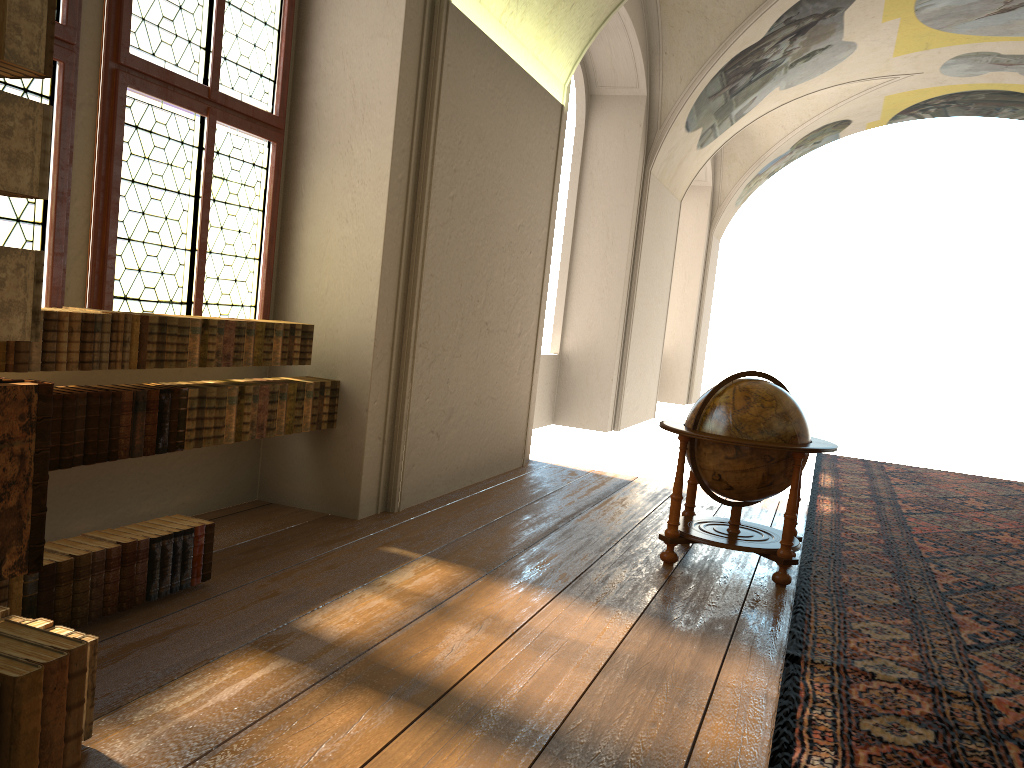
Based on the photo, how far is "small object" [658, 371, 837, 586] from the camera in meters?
6.1

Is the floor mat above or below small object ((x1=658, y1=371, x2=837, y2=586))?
below

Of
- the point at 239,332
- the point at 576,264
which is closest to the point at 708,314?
the point at 576,264

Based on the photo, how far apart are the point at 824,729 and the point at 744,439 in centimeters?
253cm

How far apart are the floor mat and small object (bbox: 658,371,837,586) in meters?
0.1

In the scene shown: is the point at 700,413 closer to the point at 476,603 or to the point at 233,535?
the point at 476,603

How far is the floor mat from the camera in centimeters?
379cm

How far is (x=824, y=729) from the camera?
3.8 meters

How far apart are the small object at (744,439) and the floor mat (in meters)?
0.09

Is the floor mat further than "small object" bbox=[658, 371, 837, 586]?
No
